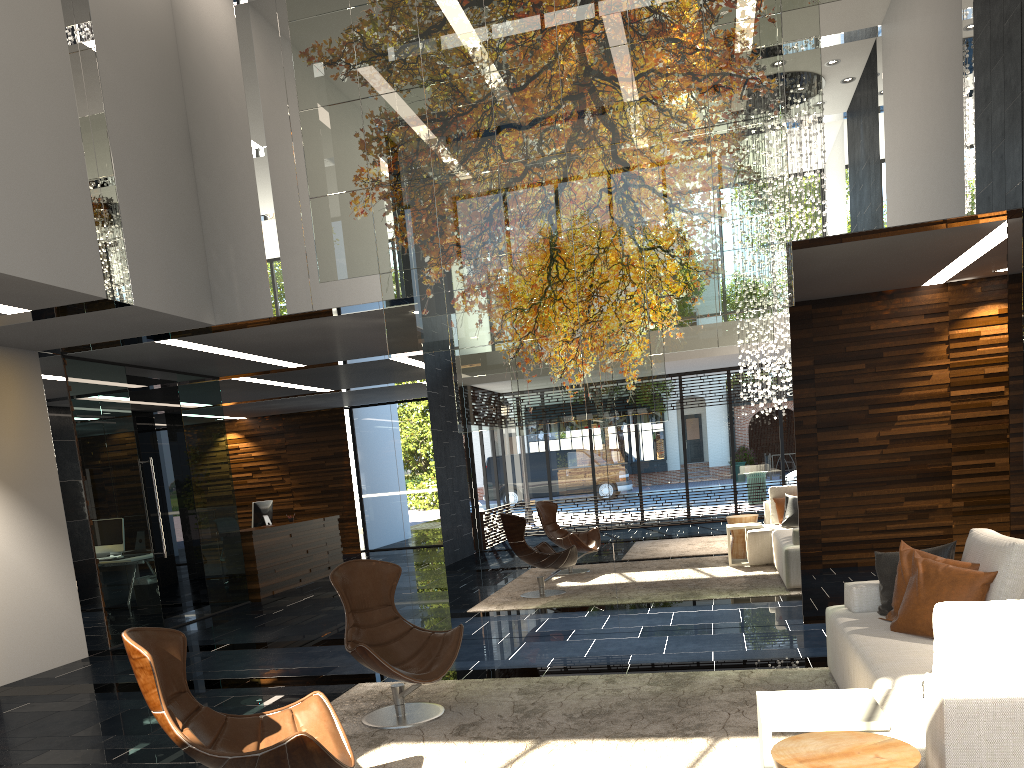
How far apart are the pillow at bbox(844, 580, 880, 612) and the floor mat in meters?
0.4

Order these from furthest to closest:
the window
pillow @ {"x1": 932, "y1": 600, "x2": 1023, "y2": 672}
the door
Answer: the window → the door → pillow @ {"x1": 932, "y1": 600, "x2": 1023, "y2": 672}

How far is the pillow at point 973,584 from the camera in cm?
382

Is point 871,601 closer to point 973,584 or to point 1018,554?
point 973,584

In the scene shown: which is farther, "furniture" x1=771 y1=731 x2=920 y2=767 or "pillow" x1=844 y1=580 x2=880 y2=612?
"pillow" x1=844 y1=580 x2=880 y2=612

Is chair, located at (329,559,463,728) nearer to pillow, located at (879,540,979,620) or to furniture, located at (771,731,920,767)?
pillow, located at (879,540,979,620)

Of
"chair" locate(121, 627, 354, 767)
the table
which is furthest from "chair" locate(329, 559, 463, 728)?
the table

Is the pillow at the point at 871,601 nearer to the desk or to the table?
the table

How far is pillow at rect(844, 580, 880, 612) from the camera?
4.6 meters

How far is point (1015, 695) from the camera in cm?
223
